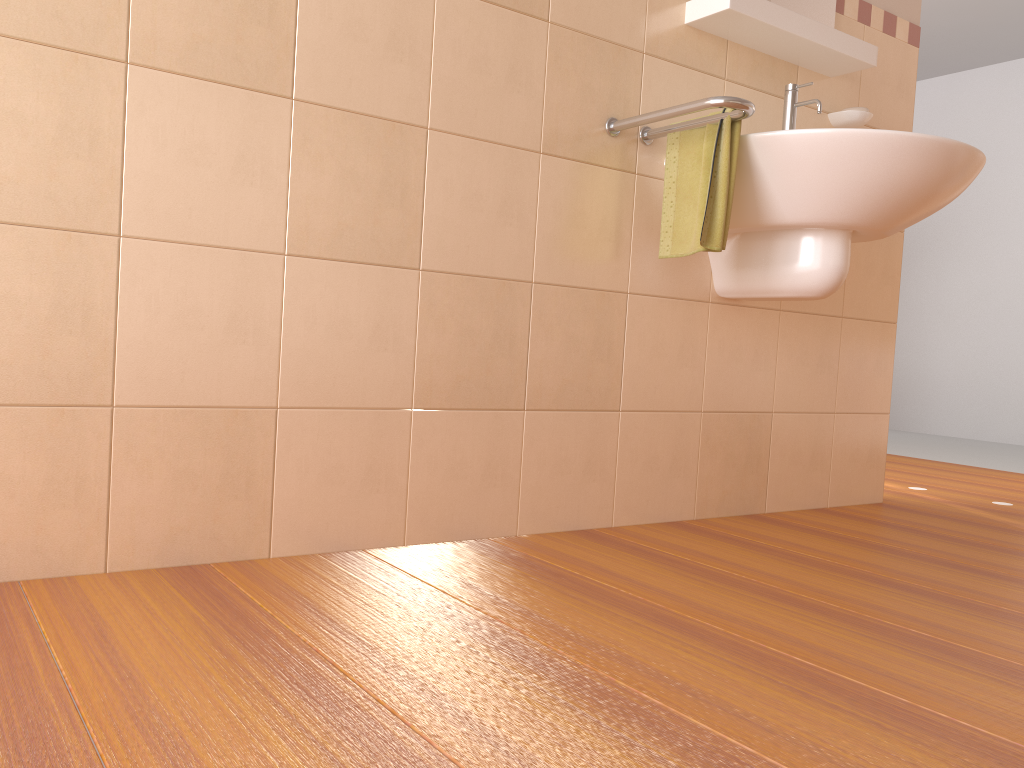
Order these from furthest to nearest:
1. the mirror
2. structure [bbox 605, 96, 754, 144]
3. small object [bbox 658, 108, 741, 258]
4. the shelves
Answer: the mirror → the shelves → small object [bbox 658, 108, 741, 258] → structure [bbox 605, 96, 754, 144]

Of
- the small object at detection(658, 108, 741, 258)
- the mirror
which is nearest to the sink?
the small object at detection(658, 108, 741, 258)

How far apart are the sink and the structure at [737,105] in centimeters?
6cm

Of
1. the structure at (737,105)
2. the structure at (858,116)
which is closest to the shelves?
the structure at (858,116)

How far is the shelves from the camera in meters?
2.0 m

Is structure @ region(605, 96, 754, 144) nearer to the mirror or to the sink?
the sink

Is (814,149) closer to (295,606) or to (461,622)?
(461,622)

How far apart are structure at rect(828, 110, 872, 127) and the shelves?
0.11m

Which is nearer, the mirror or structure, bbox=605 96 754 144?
structure, bbox=605 96 754 144

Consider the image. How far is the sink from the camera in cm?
175
